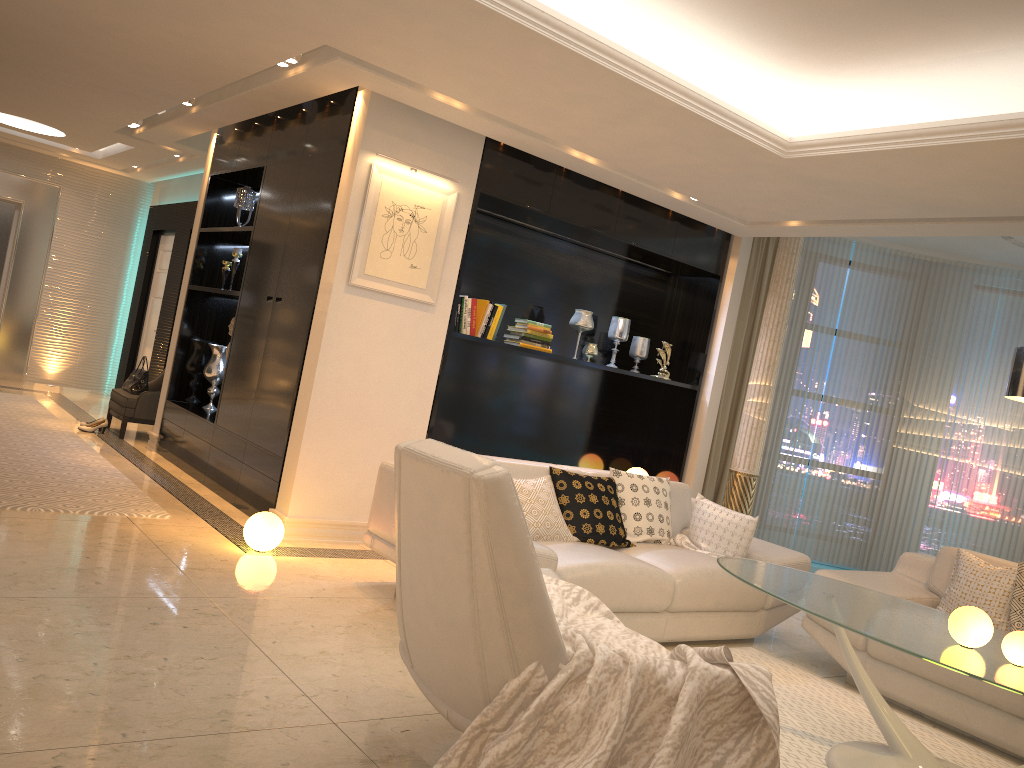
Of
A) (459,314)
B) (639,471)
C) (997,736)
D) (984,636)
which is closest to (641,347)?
(639,471)

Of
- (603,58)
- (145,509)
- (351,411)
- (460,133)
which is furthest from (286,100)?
(145,509)

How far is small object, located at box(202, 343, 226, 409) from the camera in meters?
7.2

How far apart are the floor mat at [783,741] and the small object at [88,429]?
5.70m

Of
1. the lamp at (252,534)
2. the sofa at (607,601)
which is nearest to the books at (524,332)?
the sofa at (607,601)

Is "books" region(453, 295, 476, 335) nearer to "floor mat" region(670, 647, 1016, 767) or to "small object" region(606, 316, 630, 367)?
"small object" region(606, 316, 630, 367)

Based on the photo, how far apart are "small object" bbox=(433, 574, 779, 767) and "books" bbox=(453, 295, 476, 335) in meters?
2.9

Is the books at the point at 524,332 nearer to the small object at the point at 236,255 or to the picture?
the picture

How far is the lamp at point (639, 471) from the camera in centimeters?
723cm

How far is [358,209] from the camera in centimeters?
518cm
